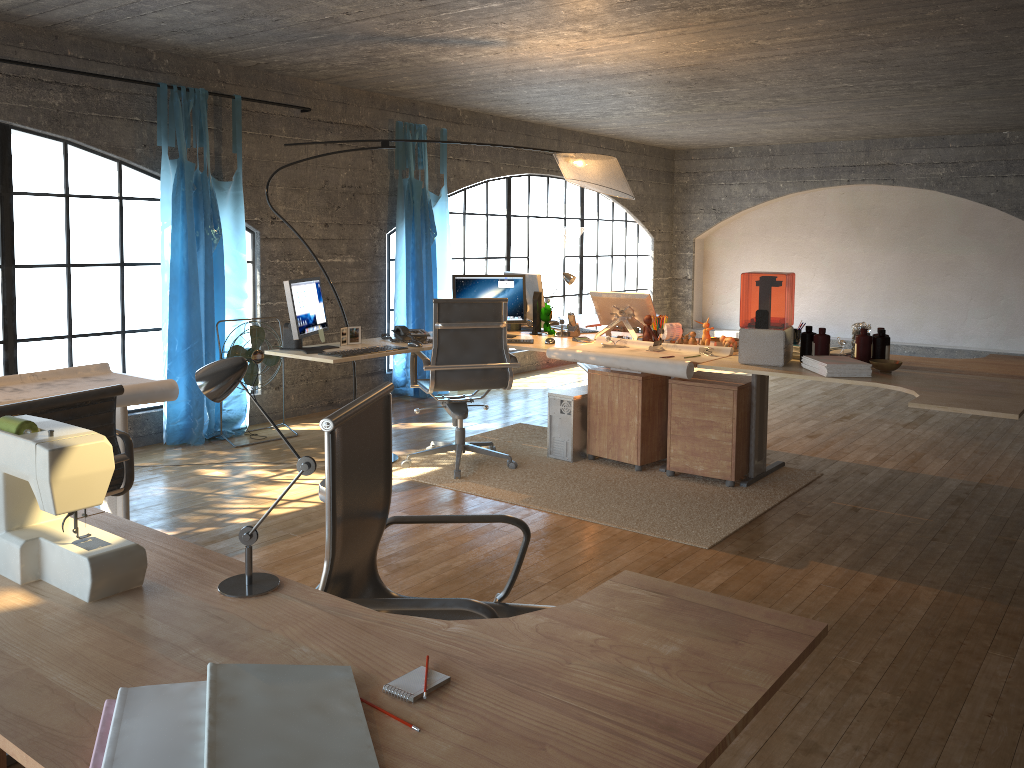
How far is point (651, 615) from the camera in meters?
1.5

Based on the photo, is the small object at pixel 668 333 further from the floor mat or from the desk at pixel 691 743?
the desk at pixel 691 743

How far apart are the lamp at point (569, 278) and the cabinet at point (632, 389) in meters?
0.6 m

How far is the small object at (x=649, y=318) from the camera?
5.18m

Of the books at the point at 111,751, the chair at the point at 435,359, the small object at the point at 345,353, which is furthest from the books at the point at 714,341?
the books at the point at 111,751

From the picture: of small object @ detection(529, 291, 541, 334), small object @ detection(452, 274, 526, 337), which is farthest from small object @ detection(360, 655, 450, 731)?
small object @ detection(529, 291, 541, 334)

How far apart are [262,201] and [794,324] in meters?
7.1

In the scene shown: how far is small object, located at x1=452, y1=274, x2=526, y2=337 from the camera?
5.5m

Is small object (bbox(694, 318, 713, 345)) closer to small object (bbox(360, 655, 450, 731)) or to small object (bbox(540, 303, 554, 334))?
small object (bbox(540, 303, 554, 334))

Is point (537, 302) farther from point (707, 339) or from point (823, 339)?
point (823, 339)
